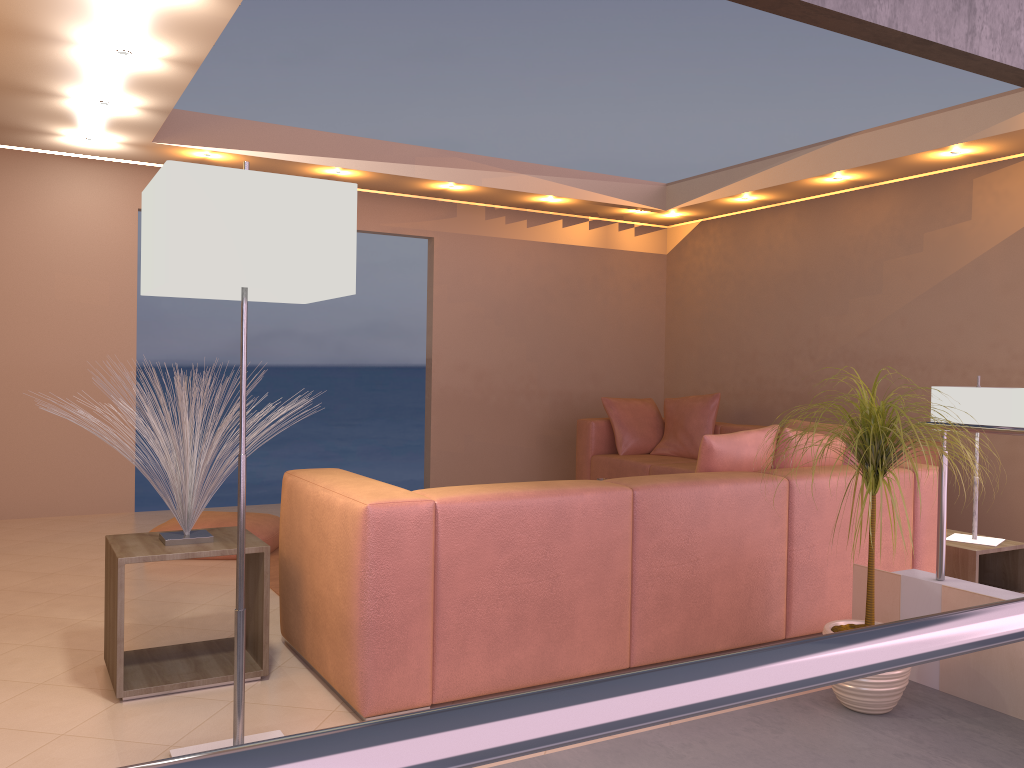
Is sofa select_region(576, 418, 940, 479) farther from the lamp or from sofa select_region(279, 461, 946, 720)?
the lamp

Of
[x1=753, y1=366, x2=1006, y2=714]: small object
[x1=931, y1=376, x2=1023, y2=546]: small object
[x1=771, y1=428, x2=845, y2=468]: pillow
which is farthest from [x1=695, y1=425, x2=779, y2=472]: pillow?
[x1=931, y1=376, x2=1023, y2=546]: small object

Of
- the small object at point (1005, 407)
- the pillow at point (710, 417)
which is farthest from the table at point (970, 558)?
the pillow at point (710, 417)

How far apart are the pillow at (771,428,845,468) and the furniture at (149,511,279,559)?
2.81m

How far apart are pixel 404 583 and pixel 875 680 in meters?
1.5 m

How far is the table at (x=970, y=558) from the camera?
4.07m

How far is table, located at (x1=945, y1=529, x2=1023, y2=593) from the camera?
4.1m

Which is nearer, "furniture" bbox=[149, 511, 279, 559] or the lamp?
the lamp

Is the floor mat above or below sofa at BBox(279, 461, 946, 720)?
below

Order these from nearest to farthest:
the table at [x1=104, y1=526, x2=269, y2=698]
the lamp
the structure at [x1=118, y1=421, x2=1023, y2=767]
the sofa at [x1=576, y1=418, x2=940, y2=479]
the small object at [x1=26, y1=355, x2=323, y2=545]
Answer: the structure at [x1=118, y1=421, x2=1023, y2=767] → the lamp → the table at [x1=104, y1=526, x2=269, y2=698] → the small object at [x1=26, y1=355, x2=323, y2=545] → the sofa at [x1=576, y1=418, x2=940, y2=479]
